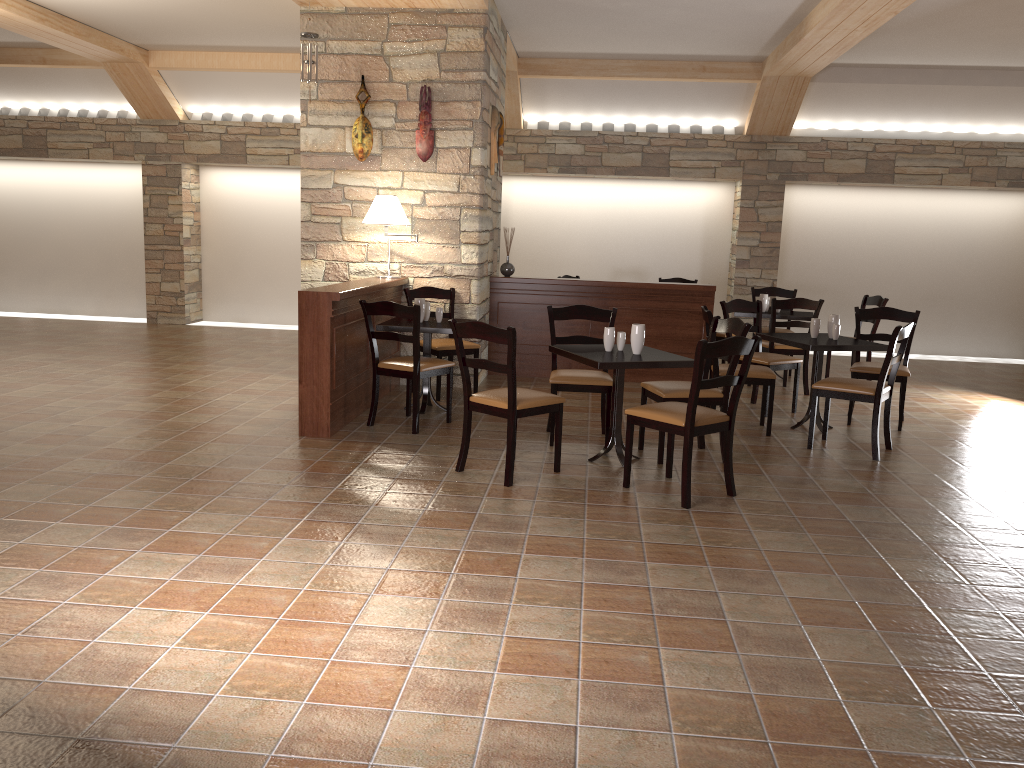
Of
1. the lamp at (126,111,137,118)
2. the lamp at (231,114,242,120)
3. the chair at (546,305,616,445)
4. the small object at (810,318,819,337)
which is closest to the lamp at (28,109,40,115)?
the lamp at (126,111,137,118)

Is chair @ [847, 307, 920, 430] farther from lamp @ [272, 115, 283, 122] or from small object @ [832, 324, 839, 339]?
lamp @ [272, 115, 283, 122]

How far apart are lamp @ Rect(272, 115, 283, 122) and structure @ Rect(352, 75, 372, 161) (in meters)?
4.19

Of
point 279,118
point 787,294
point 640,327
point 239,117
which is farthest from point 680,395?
point 239,117

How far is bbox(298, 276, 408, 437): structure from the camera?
5.4 meters

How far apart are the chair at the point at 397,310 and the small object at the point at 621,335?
1.3m

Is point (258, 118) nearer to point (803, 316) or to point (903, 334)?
point (803, 316)

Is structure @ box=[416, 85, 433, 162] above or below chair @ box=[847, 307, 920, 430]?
above

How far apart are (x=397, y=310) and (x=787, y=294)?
5.1m

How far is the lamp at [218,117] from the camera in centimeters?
1095cm
